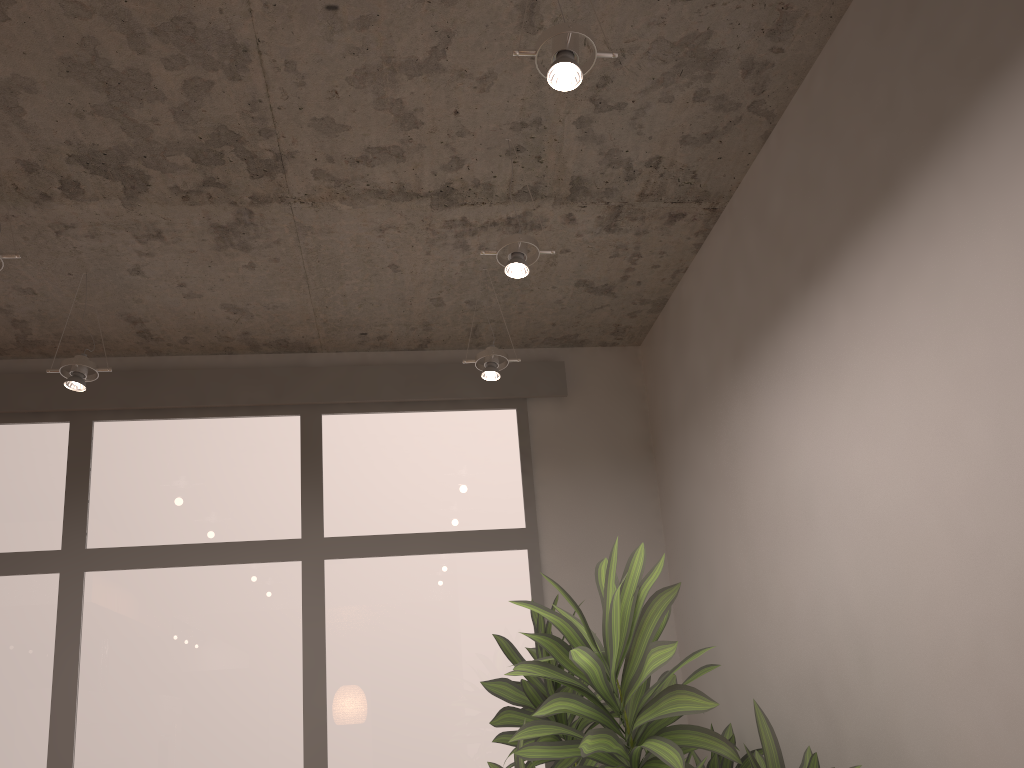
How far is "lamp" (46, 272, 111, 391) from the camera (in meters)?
3.21

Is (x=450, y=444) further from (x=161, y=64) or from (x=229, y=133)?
(x=161, y=64)

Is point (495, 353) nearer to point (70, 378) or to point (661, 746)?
point (70, 378)

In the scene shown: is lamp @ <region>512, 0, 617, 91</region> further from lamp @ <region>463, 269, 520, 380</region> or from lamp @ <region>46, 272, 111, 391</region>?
lamp @ <region>46, 272, 111, 391</region>

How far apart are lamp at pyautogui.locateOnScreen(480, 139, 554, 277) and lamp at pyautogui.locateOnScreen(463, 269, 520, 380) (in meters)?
0.70

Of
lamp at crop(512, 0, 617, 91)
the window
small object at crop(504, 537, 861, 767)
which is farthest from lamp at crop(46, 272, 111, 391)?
lamp at crop(512, 0, 617, 91)

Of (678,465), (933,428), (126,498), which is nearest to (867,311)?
(933,428)

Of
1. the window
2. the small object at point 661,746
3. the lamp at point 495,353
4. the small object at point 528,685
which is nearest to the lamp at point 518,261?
the lamp at point 495,353

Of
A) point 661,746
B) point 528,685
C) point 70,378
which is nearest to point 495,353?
point 528,685

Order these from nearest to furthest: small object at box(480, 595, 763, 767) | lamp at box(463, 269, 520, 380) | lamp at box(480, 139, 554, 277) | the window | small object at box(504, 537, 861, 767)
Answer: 1. small object at box(504, 537, 861, 767)
2. lamp at box(480, 139, 554, 277)
3. small object at box(480, 595, 763, 767)
4. lamp at box(463, 269, 520, 380)
5. the window
